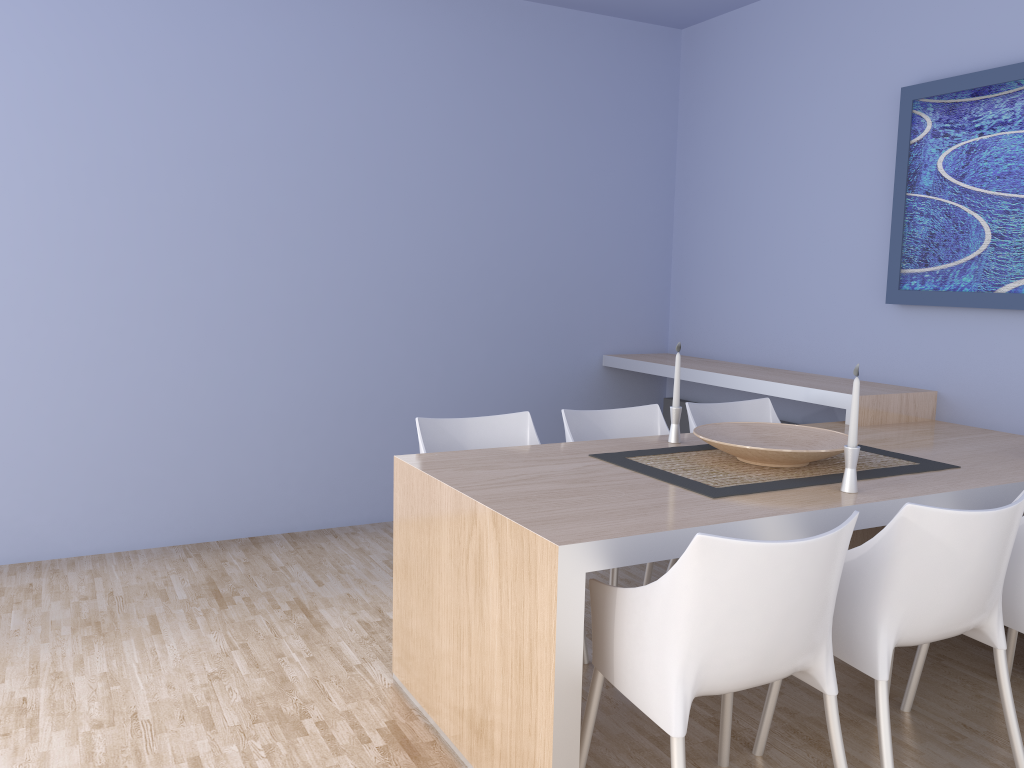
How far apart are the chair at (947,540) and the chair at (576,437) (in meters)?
0.74

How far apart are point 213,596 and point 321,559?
0.6m

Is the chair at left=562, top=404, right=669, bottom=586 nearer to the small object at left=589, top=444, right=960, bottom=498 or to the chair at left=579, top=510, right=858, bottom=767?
the small object at left=589, top=444, right=960, bottom=498

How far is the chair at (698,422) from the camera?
3.6 meters

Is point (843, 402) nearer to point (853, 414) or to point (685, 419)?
point (853, 414)

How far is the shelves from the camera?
3.55m

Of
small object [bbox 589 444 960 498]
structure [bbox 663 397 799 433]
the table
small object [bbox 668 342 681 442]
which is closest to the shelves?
the table

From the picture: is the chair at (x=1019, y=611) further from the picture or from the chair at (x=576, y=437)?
the picture

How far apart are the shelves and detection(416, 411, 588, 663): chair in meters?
1.3

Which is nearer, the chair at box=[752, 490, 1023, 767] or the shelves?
the chair at box=[752, 490, 1023, 767]
